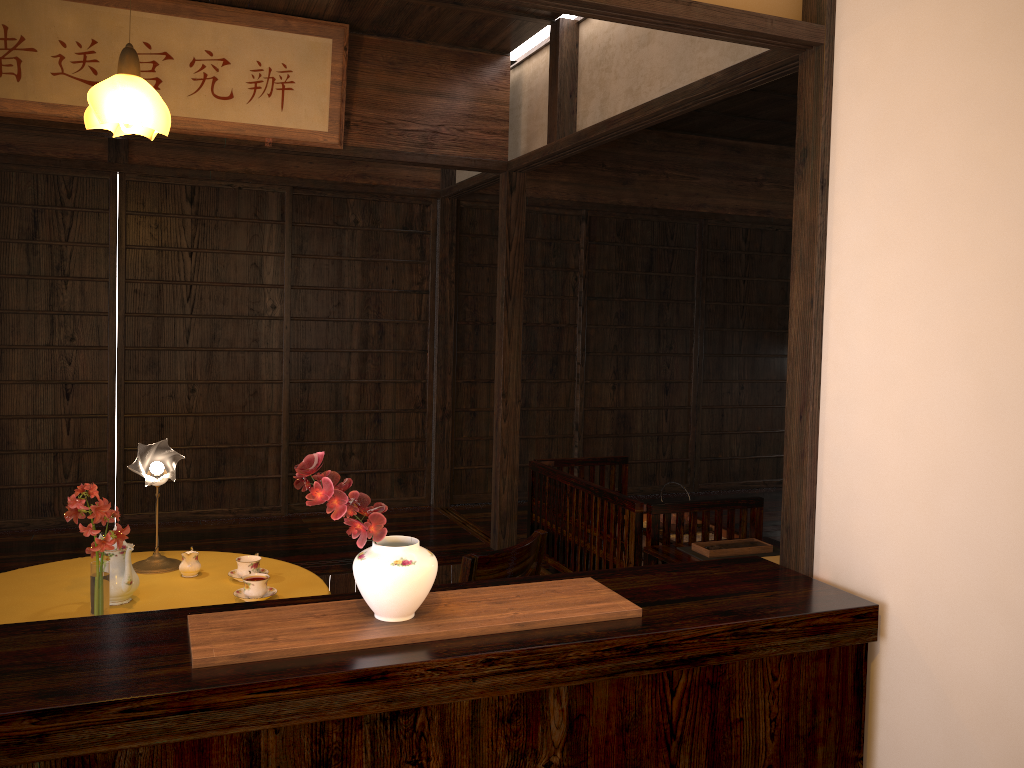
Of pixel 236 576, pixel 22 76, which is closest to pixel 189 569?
pixel 236 576

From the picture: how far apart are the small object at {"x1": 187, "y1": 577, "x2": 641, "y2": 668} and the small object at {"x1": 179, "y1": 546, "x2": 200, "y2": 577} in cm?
137

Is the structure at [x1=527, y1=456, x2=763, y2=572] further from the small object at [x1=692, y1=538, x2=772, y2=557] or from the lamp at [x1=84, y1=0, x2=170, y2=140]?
the lamp at [x1=84, y1=0, x2=170, y2=140]

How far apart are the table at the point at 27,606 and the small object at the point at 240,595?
0.02m

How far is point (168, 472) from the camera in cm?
320

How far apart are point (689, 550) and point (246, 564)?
1.7m

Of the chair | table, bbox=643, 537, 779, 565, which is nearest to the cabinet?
the chair

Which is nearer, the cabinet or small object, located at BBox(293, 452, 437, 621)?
the cabinet

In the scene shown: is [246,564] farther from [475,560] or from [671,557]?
[671,557]

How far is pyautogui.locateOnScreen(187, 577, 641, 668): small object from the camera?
1.81m
